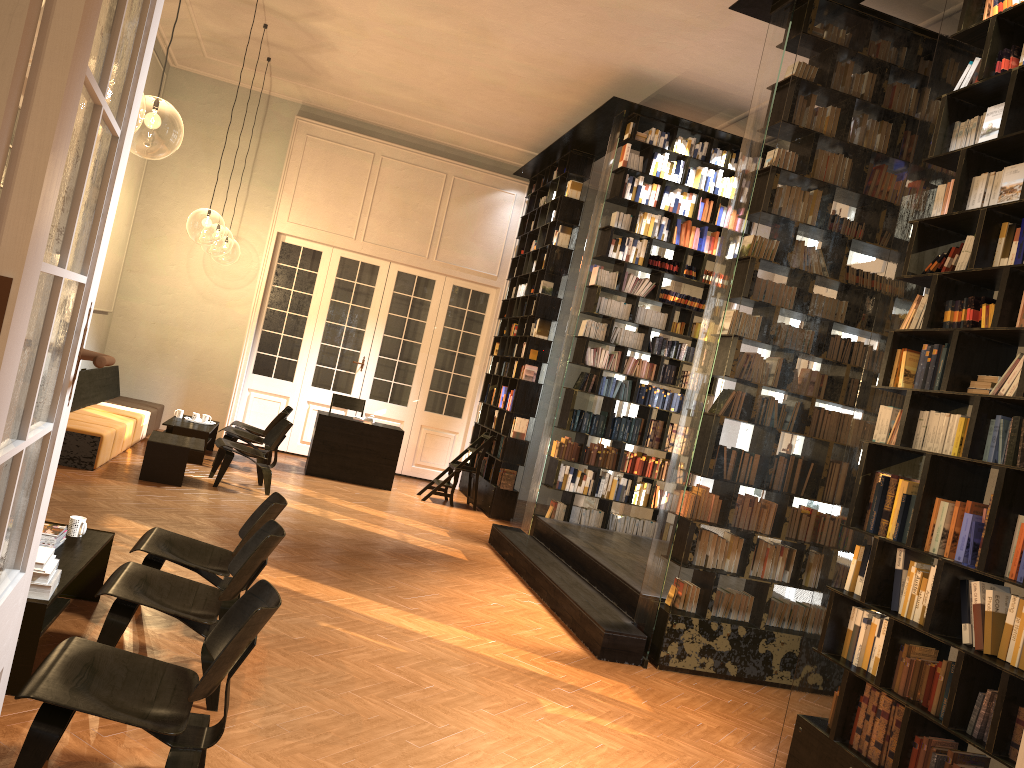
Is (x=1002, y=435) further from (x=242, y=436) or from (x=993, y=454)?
(x=242, y=436)

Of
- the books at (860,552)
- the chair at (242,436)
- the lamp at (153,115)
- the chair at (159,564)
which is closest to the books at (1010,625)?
the books at (860,552)

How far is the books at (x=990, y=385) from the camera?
3.9 meters

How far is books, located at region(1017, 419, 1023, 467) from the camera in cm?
367

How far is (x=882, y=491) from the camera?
4.4 meters

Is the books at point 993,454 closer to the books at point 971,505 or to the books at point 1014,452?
the books at point 1014,452

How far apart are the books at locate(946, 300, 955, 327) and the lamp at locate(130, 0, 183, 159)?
8.7m

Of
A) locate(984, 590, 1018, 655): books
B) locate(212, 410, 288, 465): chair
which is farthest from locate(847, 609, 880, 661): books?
locate(212, 410, 288, 465): chair

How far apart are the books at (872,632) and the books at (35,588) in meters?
3.8 m

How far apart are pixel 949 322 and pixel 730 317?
2.3 meters
